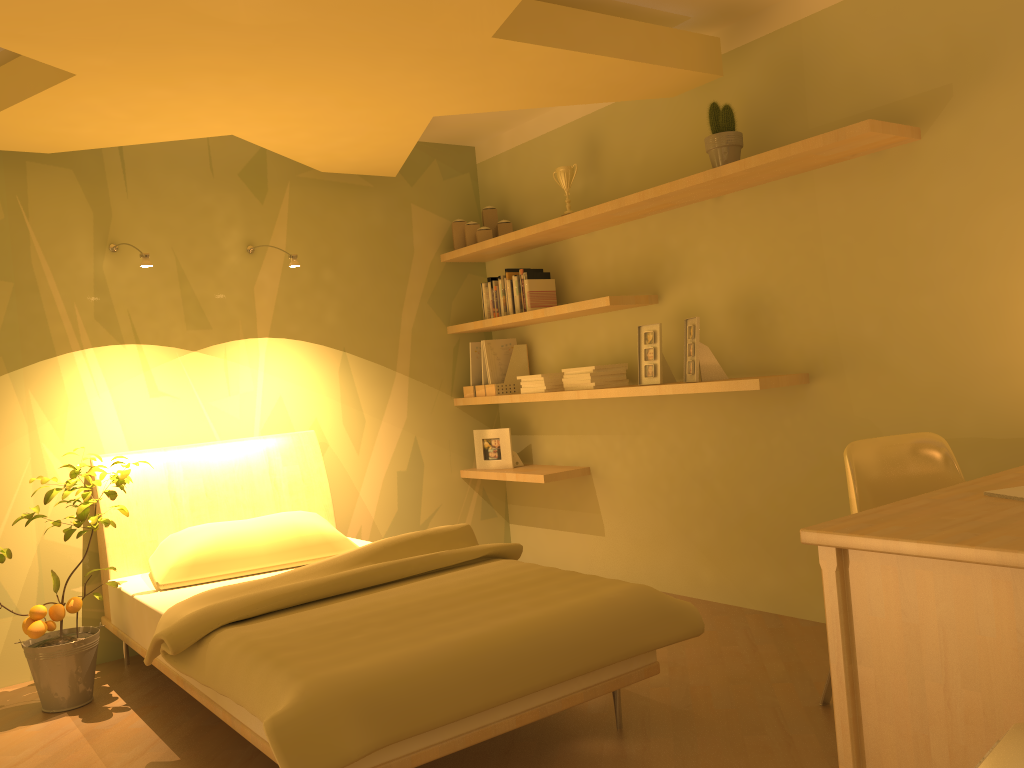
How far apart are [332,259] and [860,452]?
2.9 meters

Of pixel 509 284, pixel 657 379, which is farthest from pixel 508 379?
pixel 657 379

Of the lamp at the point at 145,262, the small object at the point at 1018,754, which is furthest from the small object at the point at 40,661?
the small object at the point at 1018,754

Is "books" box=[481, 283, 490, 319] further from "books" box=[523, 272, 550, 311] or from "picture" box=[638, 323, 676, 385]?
"picture" box=[638, 323, 676, 385]

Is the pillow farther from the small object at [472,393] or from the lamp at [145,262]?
the small object at [472,393]

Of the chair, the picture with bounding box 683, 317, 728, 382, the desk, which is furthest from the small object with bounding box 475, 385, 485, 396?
the desk

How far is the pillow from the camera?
3.4m

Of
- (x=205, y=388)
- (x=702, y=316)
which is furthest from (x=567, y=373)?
(x=205, y=388)

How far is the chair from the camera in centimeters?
255cm

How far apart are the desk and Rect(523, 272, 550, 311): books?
2.6m
